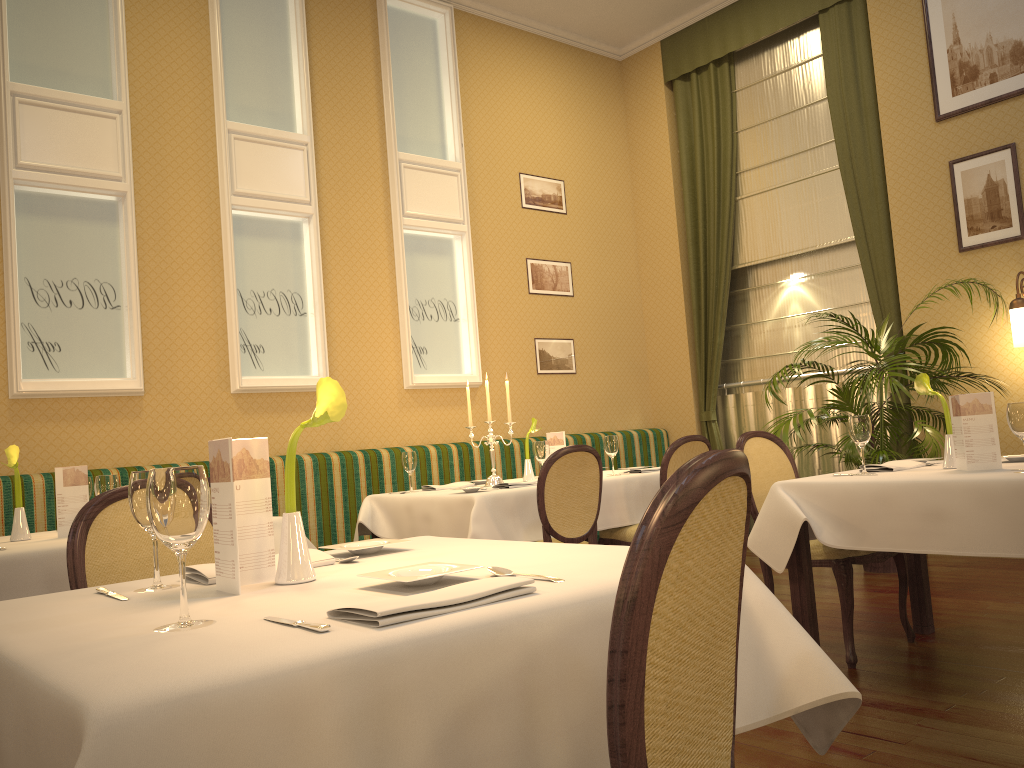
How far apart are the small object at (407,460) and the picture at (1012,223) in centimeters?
386cm

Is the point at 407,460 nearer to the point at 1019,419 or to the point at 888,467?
the point at 888,467

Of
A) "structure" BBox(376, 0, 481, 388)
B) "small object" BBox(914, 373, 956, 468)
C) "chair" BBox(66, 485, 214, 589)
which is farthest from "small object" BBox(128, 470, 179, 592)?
"structure" BBox(376, 0, 481, 388)

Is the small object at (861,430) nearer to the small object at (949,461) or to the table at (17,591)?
the small object at (949,461)

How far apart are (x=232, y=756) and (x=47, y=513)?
4.2 meters

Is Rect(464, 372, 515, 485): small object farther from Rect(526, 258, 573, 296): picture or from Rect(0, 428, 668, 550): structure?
Rect(526, 258, 573, 296): picture

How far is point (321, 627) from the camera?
1.1 meters

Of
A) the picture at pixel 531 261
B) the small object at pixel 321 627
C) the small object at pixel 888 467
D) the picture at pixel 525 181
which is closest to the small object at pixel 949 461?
the small object at pixel 888 467

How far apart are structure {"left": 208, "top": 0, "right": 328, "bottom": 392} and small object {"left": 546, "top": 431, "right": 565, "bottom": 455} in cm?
162

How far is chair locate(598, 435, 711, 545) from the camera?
4.7 meters
